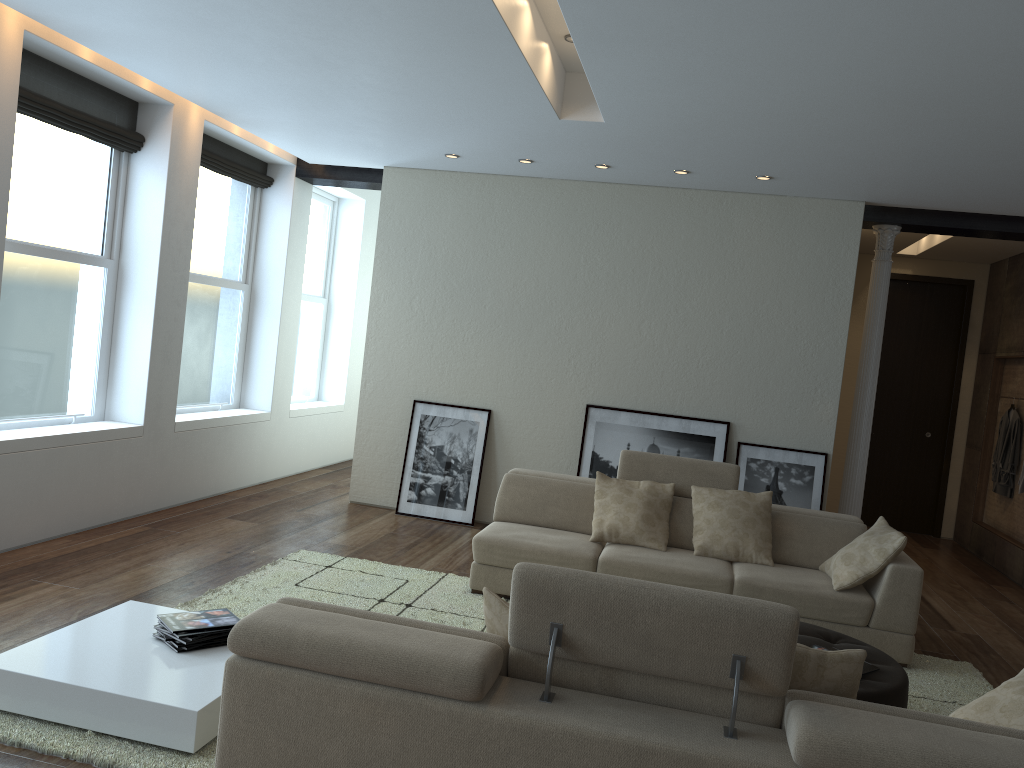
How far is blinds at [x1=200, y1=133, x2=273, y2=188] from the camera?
7.3m

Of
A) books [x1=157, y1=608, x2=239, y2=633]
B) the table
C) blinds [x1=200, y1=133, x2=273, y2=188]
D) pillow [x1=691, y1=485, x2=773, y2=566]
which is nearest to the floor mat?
the table

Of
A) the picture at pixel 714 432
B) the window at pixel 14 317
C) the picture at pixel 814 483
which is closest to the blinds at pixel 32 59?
the window at pixel 14 317

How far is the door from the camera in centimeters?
965cm

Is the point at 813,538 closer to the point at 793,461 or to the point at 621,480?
the point at 621,480

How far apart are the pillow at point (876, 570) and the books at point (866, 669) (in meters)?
1.27

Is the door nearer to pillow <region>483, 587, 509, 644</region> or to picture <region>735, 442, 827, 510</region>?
picture <region>735, 442, 827, 510</region>

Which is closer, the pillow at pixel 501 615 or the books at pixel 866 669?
the pillow at pixel 501 615

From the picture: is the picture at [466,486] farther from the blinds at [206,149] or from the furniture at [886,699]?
the furniture at [886,699]

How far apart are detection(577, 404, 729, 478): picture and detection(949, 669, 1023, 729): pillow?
4.3m
